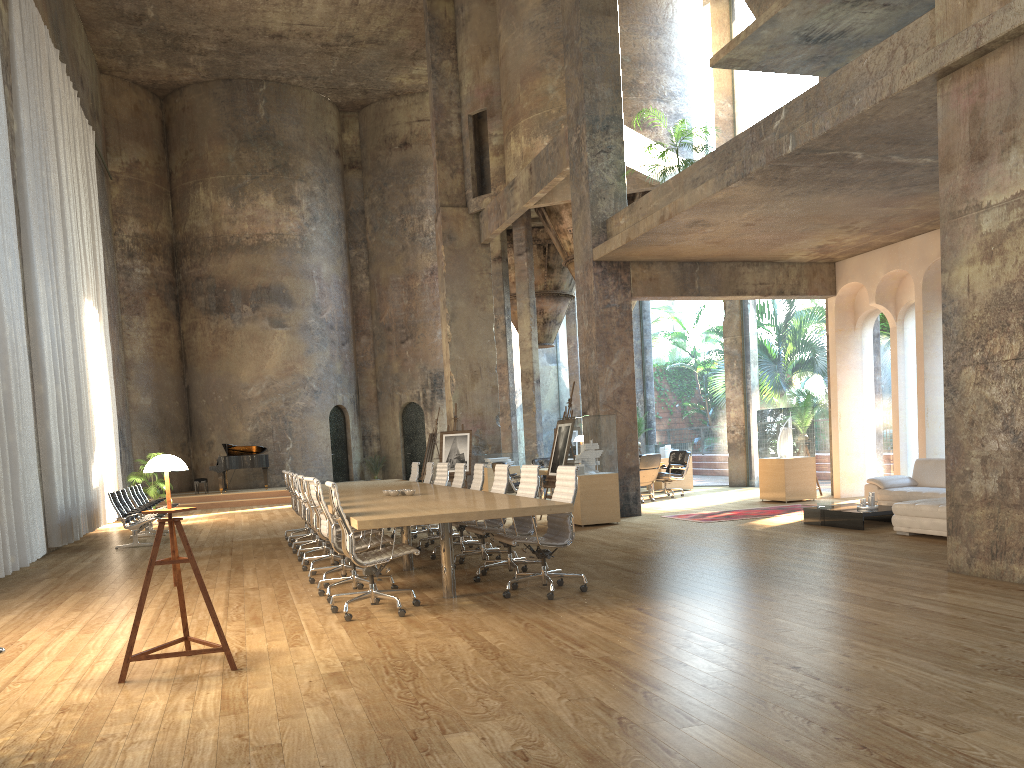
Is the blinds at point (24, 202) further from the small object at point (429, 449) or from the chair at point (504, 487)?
the chair at point (504, 487)

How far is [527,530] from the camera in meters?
7.8

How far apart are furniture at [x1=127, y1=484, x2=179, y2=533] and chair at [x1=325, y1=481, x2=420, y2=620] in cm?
1000

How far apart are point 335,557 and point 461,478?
2.0 meters

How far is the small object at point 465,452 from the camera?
18.0 meters

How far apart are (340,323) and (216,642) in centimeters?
2123cm

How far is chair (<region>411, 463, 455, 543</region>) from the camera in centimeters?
1137cm

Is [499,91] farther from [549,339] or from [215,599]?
[215,599]

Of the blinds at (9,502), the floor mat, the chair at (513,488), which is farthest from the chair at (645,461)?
the blinds at (9,502)

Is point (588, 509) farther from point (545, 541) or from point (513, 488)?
point (545, 541)
